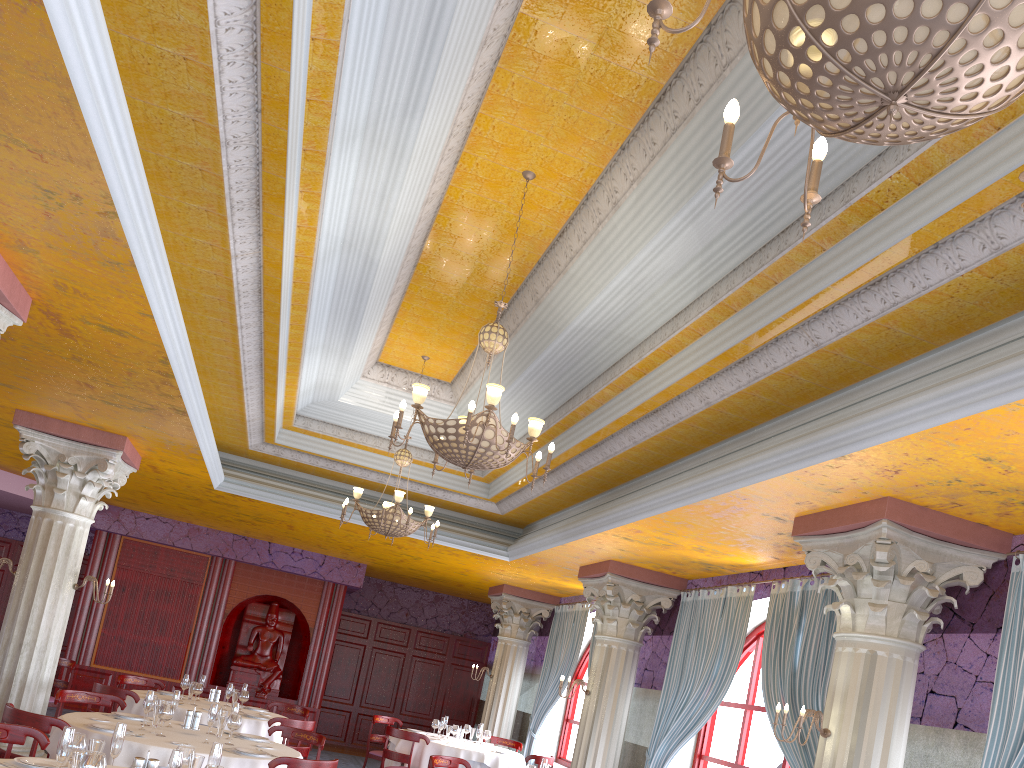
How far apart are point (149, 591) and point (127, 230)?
12.42m

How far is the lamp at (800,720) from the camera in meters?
5.6

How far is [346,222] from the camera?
6.4m

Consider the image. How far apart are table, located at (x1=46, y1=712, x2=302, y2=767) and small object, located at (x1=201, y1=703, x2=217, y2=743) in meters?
0.2 m

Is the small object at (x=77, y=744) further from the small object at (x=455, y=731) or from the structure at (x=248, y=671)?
the structure at (x=248, y=671)

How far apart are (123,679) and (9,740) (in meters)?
6.13

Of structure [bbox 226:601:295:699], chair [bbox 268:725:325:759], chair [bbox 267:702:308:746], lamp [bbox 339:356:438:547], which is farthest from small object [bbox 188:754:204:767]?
structure [bbox 226:601:295:699]

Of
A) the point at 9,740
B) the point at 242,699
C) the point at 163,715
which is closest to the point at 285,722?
the point at 242,699

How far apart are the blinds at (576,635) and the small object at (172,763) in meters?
9.6

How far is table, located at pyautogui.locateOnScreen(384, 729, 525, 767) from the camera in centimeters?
1097cm
